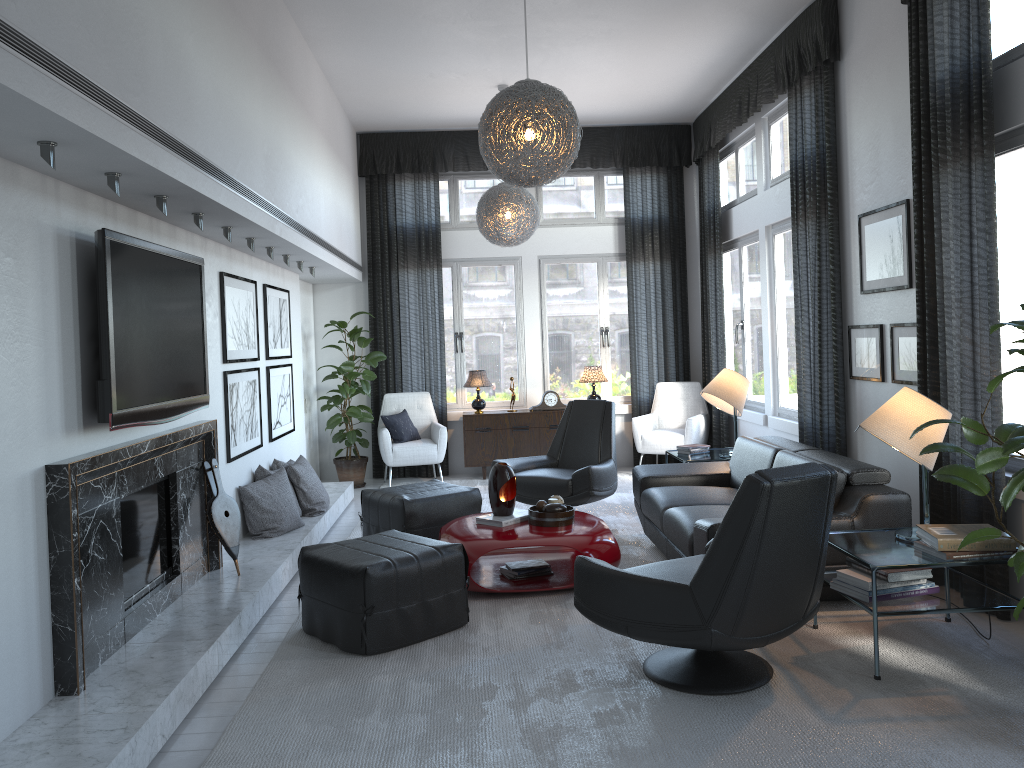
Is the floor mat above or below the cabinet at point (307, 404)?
below

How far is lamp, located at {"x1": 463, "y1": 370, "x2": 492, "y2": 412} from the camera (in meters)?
8.14

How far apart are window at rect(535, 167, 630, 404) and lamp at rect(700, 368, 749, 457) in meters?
2.4

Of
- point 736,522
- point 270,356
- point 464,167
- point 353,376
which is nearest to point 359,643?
point 736,522

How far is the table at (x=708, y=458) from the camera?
6.1m

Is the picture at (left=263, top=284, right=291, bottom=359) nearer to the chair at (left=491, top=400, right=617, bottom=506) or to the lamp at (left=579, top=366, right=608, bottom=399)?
the chair at (left=491, top=400, right=617, bottom=506)

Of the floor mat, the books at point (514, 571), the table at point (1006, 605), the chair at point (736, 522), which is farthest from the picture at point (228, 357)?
the table at point (1006, 605)

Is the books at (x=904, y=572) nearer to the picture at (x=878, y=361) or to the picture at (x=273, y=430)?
the picture at (x=878, y=361)

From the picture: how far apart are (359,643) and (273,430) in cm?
281

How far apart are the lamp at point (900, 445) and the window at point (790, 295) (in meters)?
2.90
